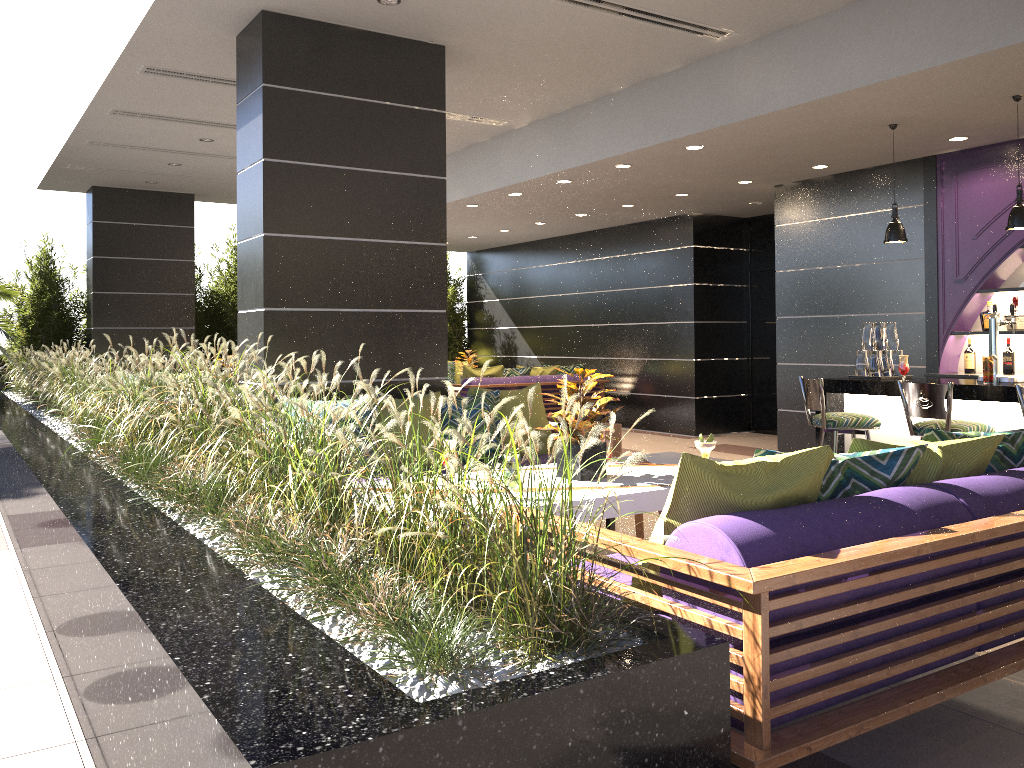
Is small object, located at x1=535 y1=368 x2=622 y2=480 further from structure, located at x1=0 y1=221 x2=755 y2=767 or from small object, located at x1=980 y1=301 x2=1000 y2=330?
small object, located at x1=980 y1=301 x2=1000 y2=330

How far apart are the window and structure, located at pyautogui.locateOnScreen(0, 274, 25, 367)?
8.9m

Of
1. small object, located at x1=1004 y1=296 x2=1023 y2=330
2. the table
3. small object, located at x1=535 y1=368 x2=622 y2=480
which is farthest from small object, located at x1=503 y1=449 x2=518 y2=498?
small object, located at x1=1004 y1=296 x2=1023 y2=330

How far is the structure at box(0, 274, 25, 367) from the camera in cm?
1015

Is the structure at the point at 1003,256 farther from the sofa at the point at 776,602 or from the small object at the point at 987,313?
the sofa at the point at 776,602

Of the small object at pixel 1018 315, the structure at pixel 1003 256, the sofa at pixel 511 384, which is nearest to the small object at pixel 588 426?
the structure at pixel 1003 256

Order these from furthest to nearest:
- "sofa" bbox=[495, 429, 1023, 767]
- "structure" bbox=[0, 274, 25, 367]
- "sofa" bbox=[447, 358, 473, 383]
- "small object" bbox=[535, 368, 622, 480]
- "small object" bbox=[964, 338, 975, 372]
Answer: "sofa" bbox=[447, 358, 473, 383] → "structure" bbox=[0, 274, 25, 367] → "small object" bbox=[964, 338, 975, 372] → "small object" bbox=[535, 368, 622, 480] → "sofa" bbox=[495, 429, 1023, 767]

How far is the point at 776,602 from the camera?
2.11m

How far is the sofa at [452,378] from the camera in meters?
13.9

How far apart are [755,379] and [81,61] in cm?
827
